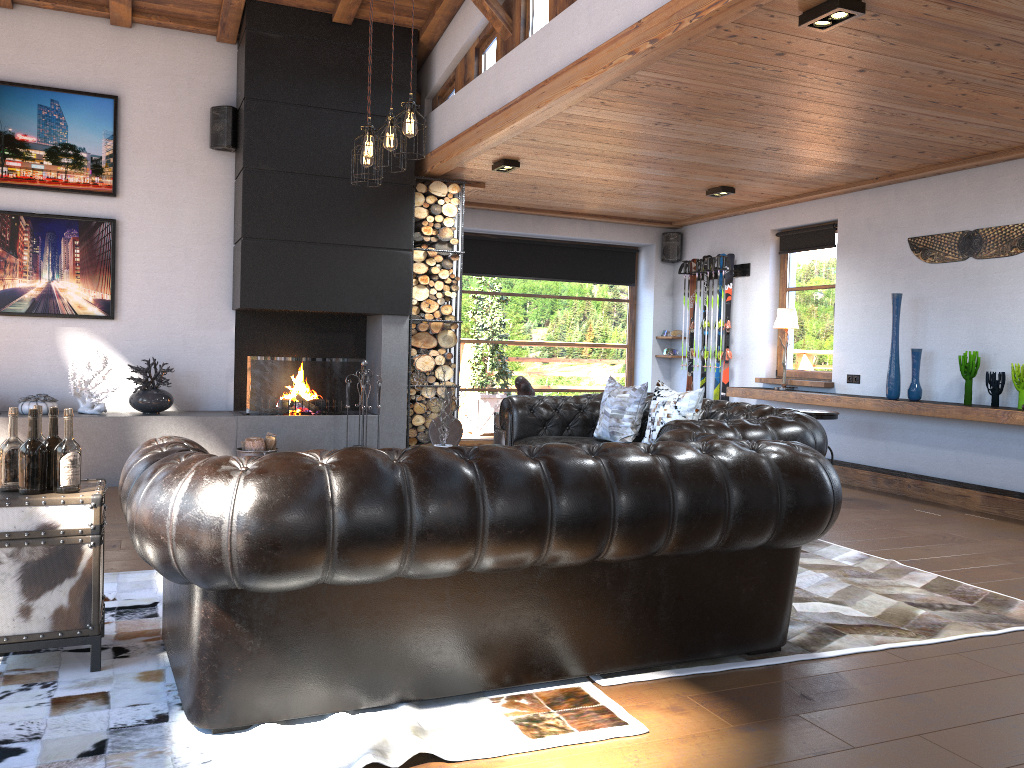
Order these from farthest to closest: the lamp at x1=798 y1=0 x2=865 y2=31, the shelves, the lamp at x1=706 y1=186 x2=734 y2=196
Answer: the lamp at x1=706 y1=186 x2=734 y2=196 → the shelves → the lamp at x1=798 y1=0 x2=865 y2=31

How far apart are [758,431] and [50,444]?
3.4 meters

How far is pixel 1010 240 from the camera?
6.5 meters

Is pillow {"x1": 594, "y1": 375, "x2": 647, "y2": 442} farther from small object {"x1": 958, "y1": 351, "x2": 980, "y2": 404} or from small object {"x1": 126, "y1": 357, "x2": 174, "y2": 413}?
small object {"x1": 126, "y1": 357, "x2": 174, "y2": 413}

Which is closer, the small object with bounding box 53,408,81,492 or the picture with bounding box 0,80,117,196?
the small object with bounding box 53,408,81,492

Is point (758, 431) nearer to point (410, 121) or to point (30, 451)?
point (410, 121)

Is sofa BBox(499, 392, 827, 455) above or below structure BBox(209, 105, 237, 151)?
below

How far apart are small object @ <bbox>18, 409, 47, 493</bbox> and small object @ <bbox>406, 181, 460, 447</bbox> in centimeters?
486cm

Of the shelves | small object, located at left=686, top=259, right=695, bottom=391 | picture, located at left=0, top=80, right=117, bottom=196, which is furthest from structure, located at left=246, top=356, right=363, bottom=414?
small object, located at left=686, top=259, right=695, bottom=391

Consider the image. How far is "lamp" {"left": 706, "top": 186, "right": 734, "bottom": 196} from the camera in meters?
8.1 m
